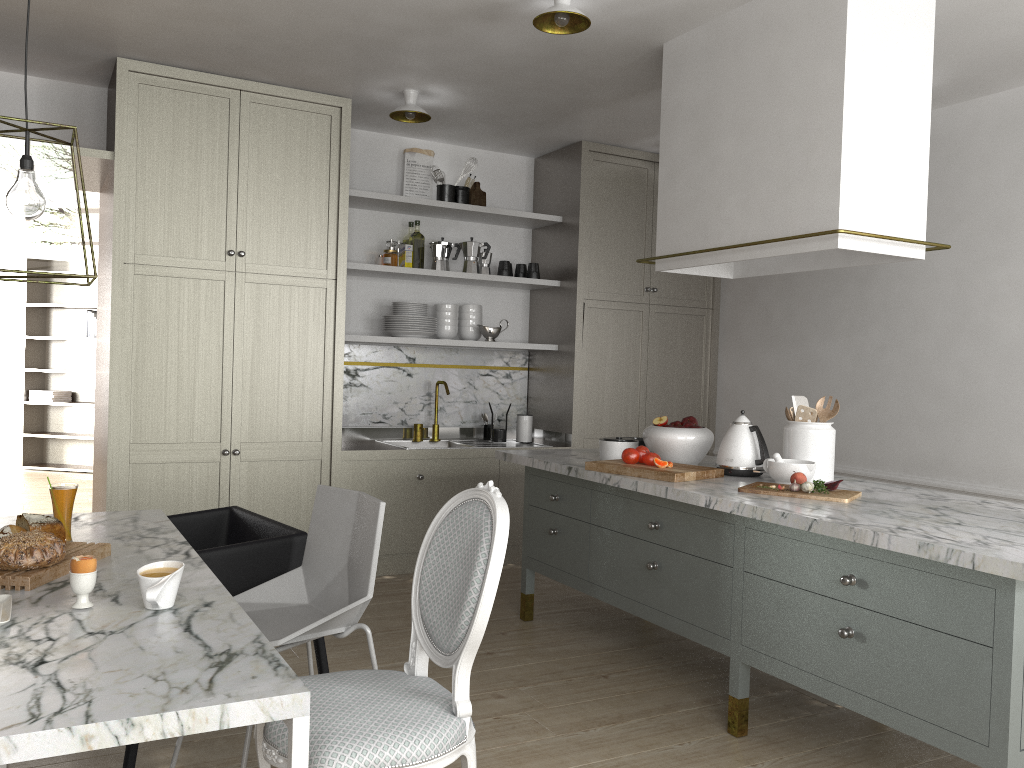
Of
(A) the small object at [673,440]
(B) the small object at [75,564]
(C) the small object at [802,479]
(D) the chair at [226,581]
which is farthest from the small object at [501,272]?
(B) the small object at [75,564]

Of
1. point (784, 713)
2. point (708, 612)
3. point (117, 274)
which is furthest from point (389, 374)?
point (784, 713)

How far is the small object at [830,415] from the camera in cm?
315

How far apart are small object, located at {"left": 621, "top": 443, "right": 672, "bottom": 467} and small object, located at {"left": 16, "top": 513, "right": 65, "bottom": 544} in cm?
182

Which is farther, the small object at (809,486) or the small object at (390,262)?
the small object at (390,262)

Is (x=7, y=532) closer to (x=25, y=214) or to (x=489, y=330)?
(x=25, y=214)

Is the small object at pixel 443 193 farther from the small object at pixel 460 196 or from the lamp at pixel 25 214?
the lamp at pixel 25 214

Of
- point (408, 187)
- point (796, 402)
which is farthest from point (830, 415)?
point (408, 187)

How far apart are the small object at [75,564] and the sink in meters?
3.2 m

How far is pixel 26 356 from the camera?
8.1m
